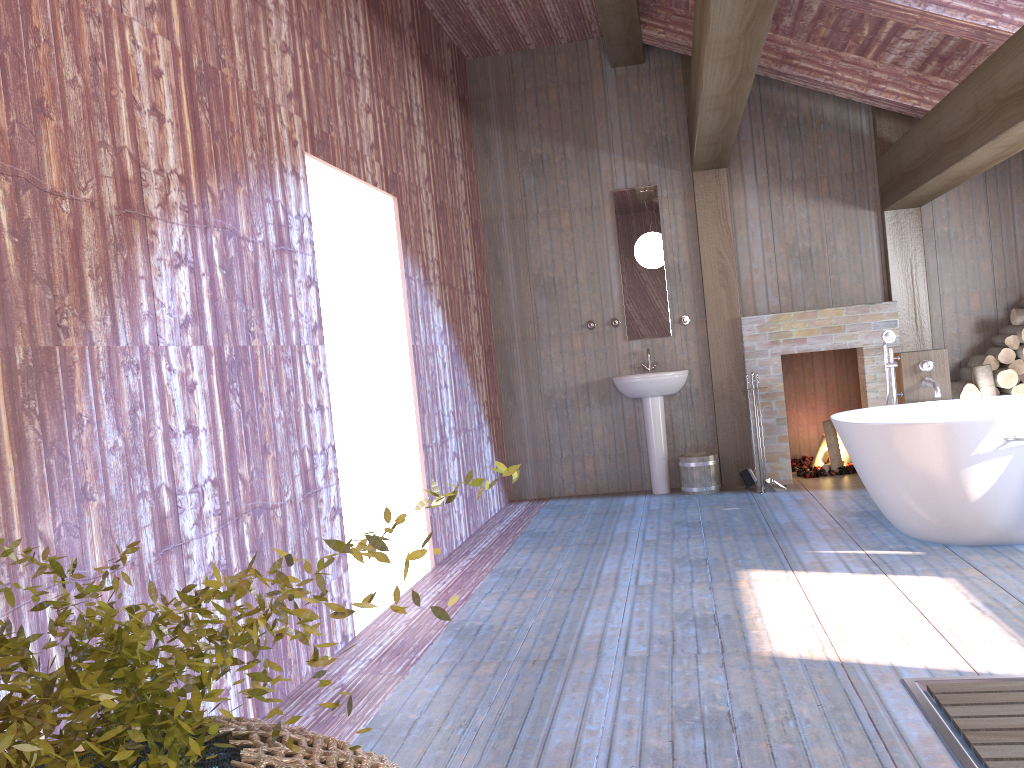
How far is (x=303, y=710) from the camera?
3.10m

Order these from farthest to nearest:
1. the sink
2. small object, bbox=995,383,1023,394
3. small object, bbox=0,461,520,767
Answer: the sink < small object, bbox=995,383,1023,394 < small object, bbox=0,461,520,767

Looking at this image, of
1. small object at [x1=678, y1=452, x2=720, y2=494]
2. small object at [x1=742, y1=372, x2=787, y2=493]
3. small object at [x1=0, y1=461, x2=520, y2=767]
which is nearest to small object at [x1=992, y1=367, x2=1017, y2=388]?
small object at [x1=742, y1=372, x2=787, y2=493]

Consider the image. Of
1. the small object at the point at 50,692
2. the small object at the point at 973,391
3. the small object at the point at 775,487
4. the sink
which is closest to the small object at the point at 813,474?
the small object at the point at 775,487

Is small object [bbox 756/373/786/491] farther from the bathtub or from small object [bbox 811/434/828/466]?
the bathtub

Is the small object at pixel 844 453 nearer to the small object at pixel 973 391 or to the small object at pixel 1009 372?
the small object at pixel 973 391

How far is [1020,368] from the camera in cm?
622

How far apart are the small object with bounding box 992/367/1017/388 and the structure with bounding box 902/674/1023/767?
4.0m

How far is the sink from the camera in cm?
665

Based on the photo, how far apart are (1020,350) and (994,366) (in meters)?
0.20
